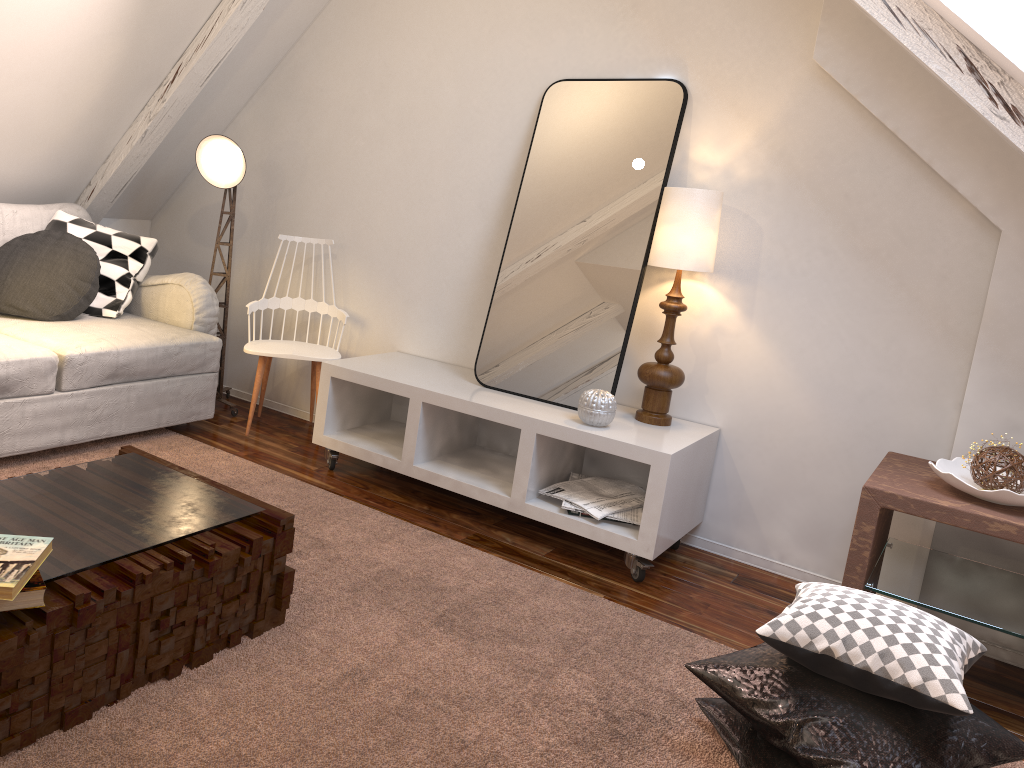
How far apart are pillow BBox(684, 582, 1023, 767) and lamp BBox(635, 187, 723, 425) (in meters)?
0.95

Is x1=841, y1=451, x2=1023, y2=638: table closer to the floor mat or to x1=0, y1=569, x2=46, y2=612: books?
the floor mat

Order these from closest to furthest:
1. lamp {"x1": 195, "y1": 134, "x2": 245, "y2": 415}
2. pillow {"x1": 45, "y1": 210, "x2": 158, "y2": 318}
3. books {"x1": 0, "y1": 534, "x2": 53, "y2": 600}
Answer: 1. books {"x1": 0, "y1": 534, "x2": 53, "y2": 600}
2. pillow {"x1": 45, "y1": 210, "x2": 158, "y2": 318}
3. lamp {"x1": 195, "y1": 134, "x2": 245, "y2": 415}

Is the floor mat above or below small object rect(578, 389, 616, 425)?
below

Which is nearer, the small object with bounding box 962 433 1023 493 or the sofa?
the small object with bounding box 962 433 1023 493

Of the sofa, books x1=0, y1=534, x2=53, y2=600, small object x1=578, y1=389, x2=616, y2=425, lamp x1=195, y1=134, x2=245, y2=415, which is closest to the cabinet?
small object x1=578, y1=389, x2=616, y2=425

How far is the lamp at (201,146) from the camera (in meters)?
3.22

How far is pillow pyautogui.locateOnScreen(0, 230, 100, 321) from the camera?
2.9m

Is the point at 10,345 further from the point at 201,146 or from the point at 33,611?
the point at 33,611

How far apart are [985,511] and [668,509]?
0.80m
